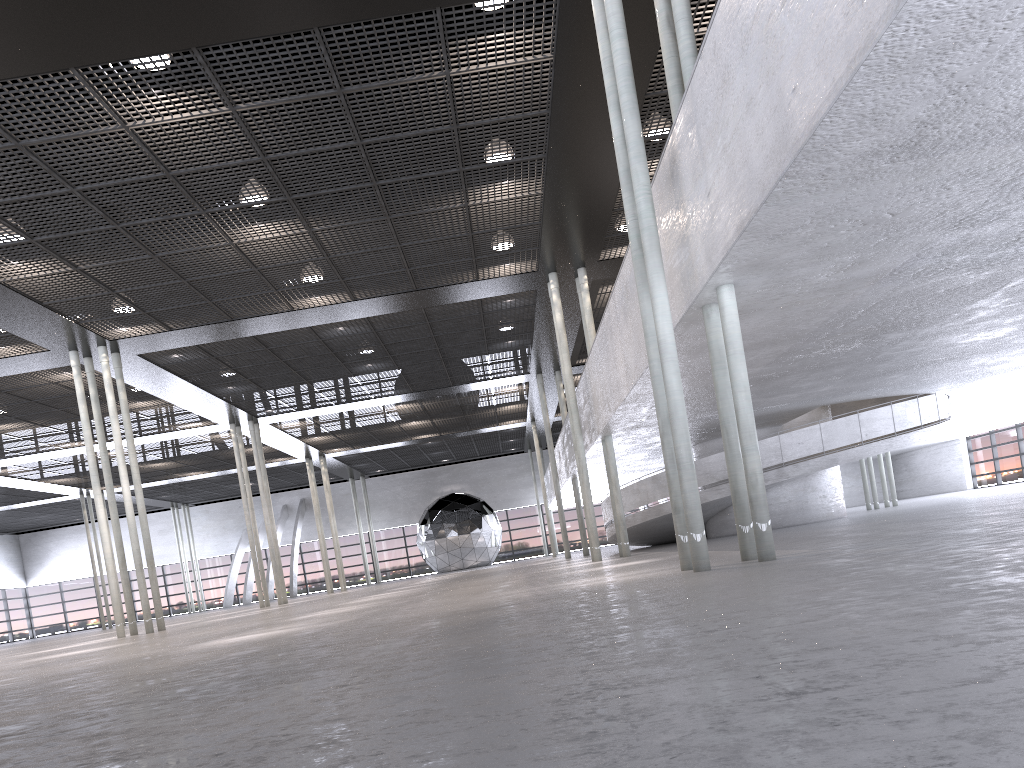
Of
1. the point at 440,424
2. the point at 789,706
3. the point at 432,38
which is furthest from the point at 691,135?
the point at 440,424
